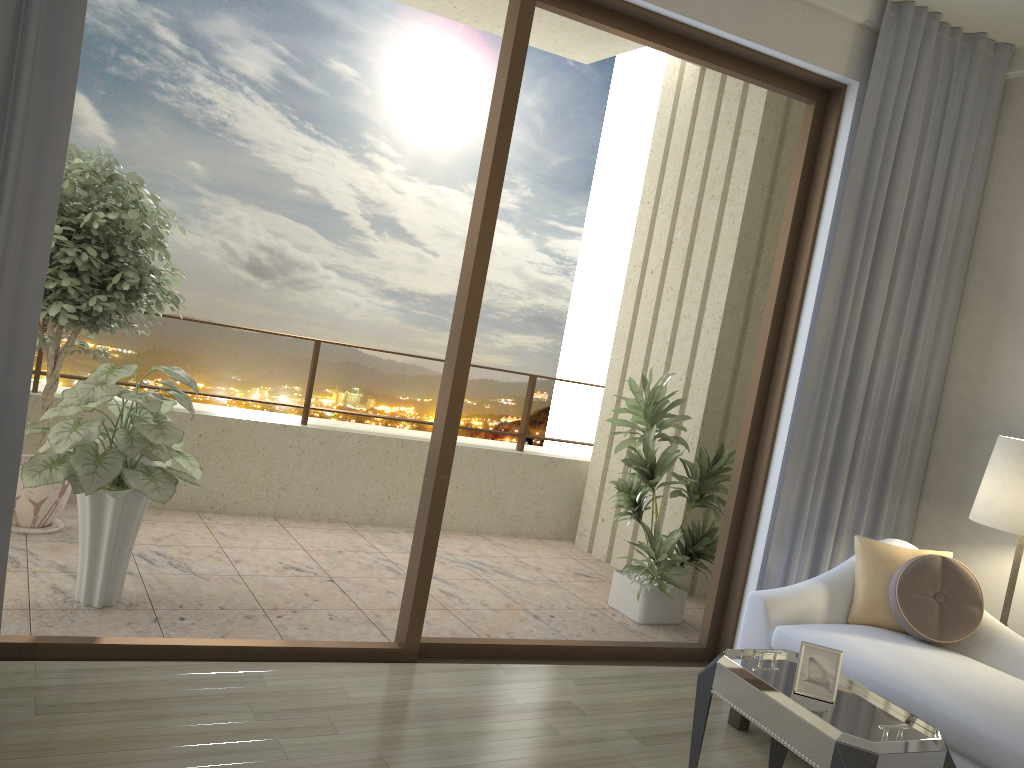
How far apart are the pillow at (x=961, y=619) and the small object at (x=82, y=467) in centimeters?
277cm

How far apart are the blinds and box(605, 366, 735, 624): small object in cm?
57

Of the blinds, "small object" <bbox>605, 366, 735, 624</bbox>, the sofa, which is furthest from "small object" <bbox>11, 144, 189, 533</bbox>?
the sofa

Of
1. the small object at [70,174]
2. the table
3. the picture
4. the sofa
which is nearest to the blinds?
the sofa

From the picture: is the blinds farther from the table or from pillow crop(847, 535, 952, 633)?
the table

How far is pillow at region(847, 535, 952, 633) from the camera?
3.5 meters

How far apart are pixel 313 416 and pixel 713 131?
4.0m

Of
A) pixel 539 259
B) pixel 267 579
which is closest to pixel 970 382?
pixel 267 579

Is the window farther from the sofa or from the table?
the table

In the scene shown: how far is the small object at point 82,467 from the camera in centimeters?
336cm
